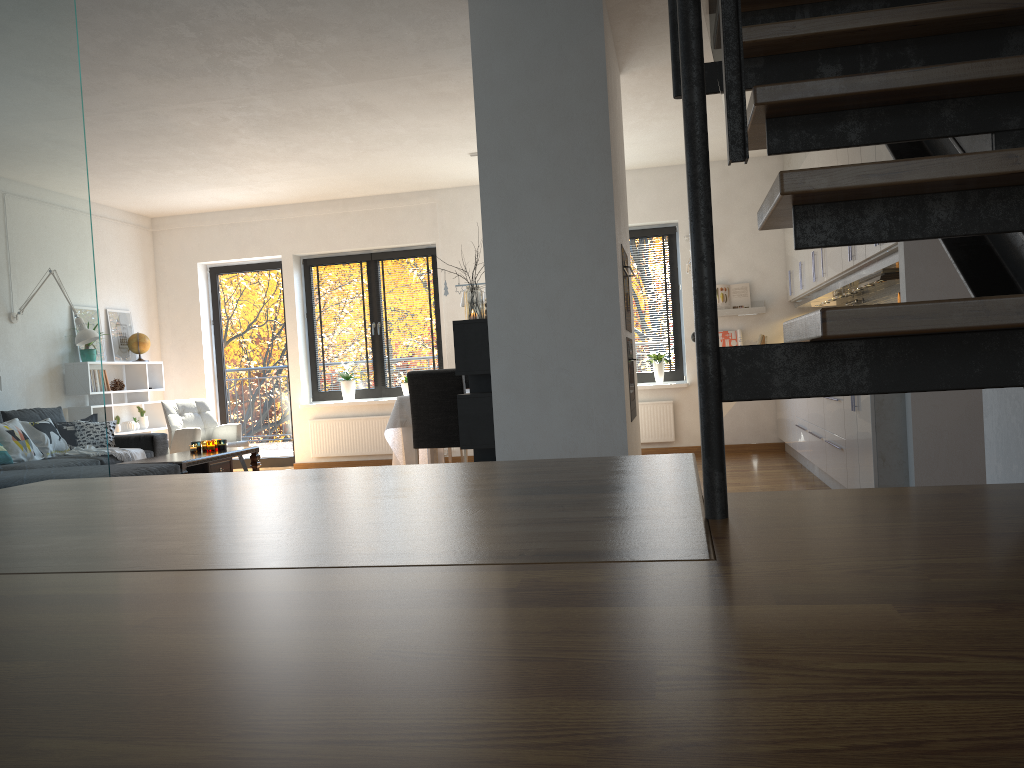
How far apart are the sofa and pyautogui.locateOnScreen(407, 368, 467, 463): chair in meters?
1.9 m

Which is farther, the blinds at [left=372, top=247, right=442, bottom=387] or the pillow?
the blinds at [left=372, top=247, right=442, bottom=387]

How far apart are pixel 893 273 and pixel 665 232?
3.88m

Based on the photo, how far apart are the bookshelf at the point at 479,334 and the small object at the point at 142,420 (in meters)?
5.16

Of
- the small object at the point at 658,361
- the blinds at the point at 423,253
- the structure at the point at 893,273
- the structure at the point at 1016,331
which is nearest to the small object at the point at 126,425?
the blinds at the point at 423,253

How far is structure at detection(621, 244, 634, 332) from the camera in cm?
482

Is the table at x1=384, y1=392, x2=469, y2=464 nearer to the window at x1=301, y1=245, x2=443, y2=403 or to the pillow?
the window at x1=301, y1=245, x2=443, y2=403

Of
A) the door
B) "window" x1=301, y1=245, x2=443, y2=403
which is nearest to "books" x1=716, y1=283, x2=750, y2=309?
"window" x1=301, y1=245, x2=443, y2=403

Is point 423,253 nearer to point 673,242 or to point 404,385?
point 404,385

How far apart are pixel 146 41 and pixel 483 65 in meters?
1.9 m
